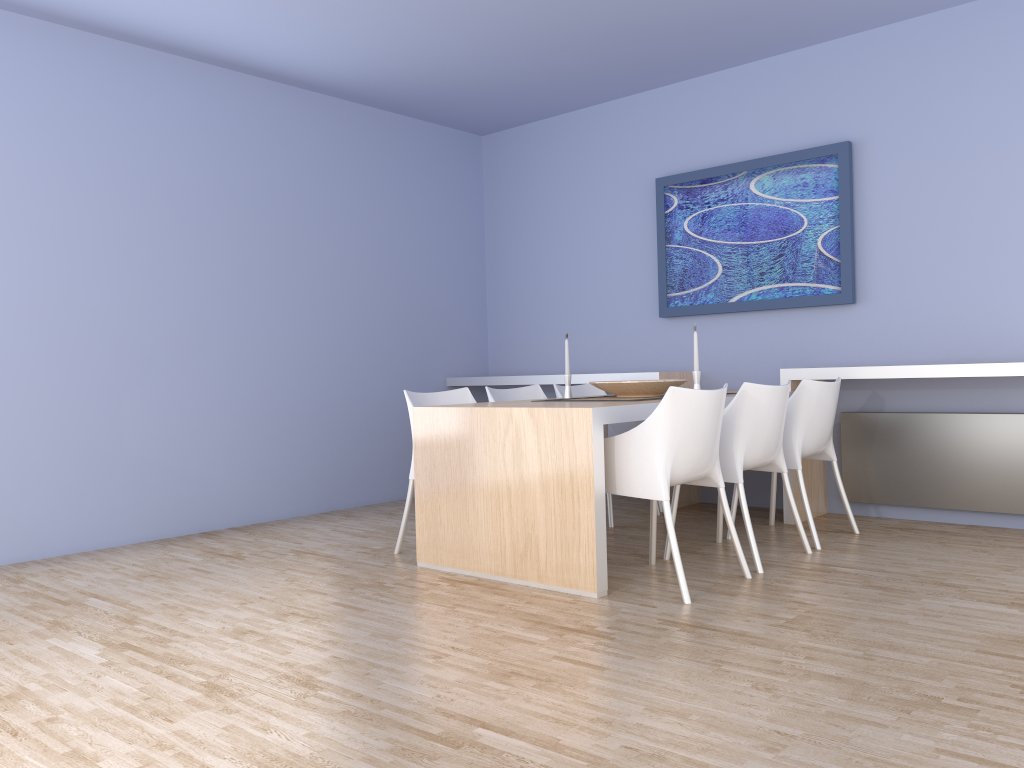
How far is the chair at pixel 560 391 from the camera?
5.2m

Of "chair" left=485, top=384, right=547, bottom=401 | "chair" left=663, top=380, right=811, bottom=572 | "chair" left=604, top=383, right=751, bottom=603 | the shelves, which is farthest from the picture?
"chair" left=604, top=383, right=751, bottom=603

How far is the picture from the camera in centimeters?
499cm

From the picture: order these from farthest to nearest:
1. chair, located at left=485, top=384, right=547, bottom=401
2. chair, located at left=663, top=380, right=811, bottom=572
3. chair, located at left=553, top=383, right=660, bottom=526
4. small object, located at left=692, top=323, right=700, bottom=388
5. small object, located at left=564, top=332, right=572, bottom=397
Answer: chair, located at left=553, top=383, right=660, bottom=526
chair, located at left=485, top=384, right=547, bottom=401
small object, located at left=564, top=332, right=572, bottom=397
small object, located at left=692, top=323, right=700, bottom=388
chair, located at left=663, top=380, right=811, bottom=572

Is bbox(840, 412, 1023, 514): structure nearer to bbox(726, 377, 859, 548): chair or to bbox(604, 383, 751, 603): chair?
bbox(726, 377, 859, 548): chair

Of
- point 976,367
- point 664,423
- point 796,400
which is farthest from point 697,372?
point 976,367

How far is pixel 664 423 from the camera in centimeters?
332cm

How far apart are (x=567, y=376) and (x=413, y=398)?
0.82m

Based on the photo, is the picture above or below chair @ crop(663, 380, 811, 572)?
above

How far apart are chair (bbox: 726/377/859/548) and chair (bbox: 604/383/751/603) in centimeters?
70cm
